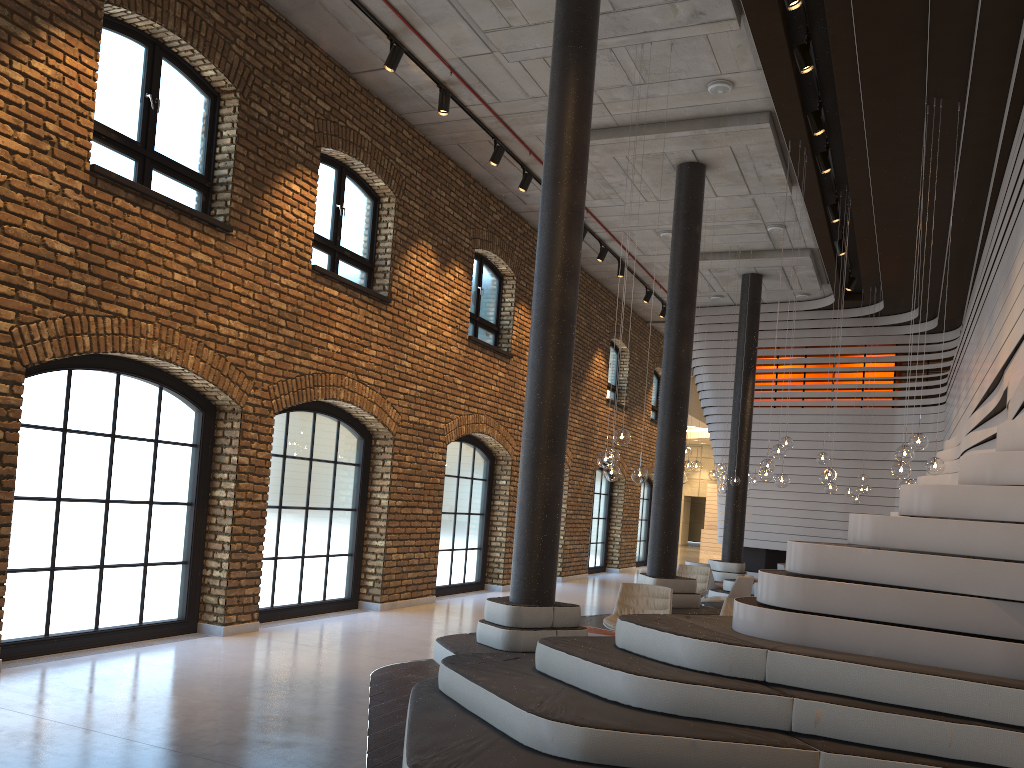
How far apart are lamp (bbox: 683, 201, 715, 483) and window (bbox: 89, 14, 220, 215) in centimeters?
735cm

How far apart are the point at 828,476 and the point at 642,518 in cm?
1221

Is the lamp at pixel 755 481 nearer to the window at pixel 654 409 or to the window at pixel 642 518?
the window at pixel 642 518

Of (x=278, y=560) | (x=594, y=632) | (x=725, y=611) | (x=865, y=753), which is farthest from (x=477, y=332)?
(x=865, y=753)

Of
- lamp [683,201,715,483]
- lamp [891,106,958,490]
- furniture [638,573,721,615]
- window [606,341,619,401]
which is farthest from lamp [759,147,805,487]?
window [606,341,619,401]

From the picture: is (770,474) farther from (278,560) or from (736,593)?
(278,560)

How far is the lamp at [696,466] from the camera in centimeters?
1249cm

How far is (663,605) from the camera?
8.91m

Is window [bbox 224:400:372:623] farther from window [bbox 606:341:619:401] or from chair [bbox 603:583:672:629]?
window [bbox 606:341:619:401]

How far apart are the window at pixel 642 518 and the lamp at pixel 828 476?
11.90m
